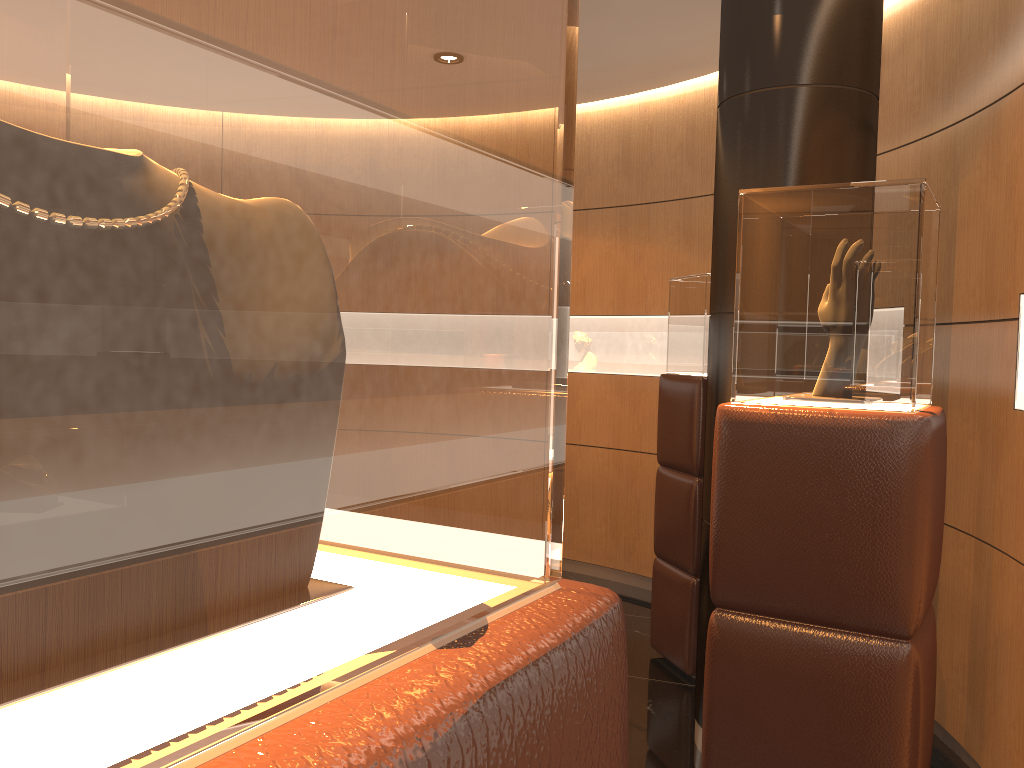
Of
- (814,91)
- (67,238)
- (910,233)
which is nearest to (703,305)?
(814,91)

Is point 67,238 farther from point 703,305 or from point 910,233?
point 703,305

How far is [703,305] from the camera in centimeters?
431cm

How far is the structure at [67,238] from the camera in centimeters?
20cm

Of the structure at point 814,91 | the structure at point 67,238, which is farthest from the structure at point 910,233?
the structure at point 67,238

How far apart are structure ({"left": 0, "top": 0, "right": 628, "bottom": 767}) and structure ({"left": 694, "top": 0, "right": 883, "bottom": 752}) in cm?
307

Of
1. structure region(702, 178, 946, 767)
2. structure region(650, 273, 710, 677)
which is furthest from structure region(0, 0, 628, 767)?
structure region(650, 273, 710, 677)

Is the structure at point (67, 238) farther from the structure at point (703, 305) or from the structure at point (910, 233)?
the structure at point (703, 305)

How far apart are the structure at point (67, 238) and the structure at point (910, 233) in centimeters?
164cm

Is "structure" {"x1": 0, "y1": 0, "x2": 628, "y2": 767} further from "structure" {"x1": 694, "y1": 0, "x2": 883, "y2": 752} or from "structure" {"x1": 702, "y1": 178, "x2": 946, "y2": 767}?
"structure" {"x1": 694, "y1": 0, "x2": 883, "y2": 752}
